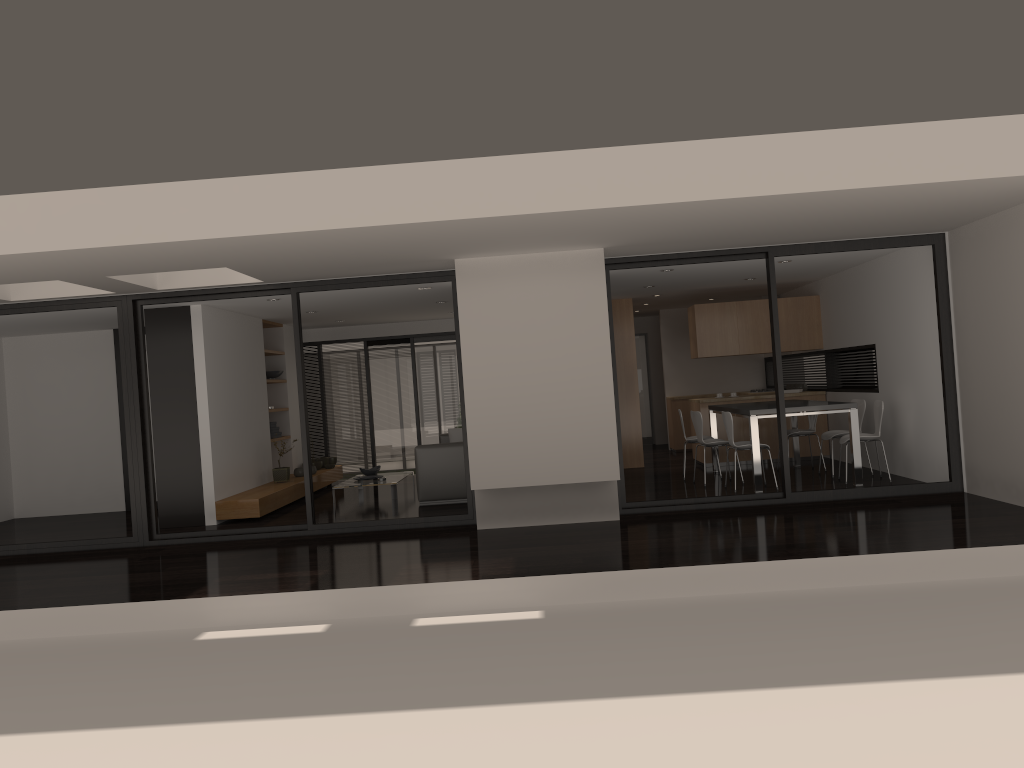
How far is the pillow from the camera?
12.6m

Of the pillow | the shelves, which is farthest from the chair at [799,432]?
the shelves

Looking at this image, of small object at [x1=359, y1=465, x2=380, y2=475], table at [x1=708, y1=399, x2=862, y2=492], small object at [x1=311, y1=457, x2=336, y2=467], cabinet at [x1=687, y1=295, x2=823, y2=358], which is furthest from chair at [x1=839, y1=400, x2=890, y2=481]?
small object at [x1=311, y1=457, x2=336, y2=467]

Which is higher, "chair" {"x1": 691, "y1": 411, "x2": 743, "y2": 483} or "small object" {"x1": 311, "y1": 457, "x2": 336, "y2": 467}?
"chair" {"x1": 691, "y1": 411, "x2": 743, "y2": 483}

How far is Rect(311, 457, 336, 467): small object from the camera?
13.3 meters

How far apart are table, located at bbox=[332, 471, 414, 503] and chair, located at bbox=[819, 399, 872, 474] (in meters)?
5.11

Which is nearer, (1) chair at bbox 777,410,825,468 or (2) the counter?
(1) chair at bbox 777,410,825,468

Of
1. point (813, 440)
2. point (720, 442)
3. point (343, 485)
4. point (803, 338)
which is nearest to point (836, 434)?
point (720, 442)

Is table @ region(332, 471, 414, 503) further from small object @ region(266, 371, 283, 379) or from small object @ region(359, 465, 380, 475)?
small object @ region(266, 371, 283, 379)

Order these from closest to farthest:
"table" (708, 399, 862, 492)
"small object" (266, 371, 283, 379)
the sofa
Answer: "table" (708, 399, 862, 492) → the sofa → "small object" (266, 371, 283, 379)
